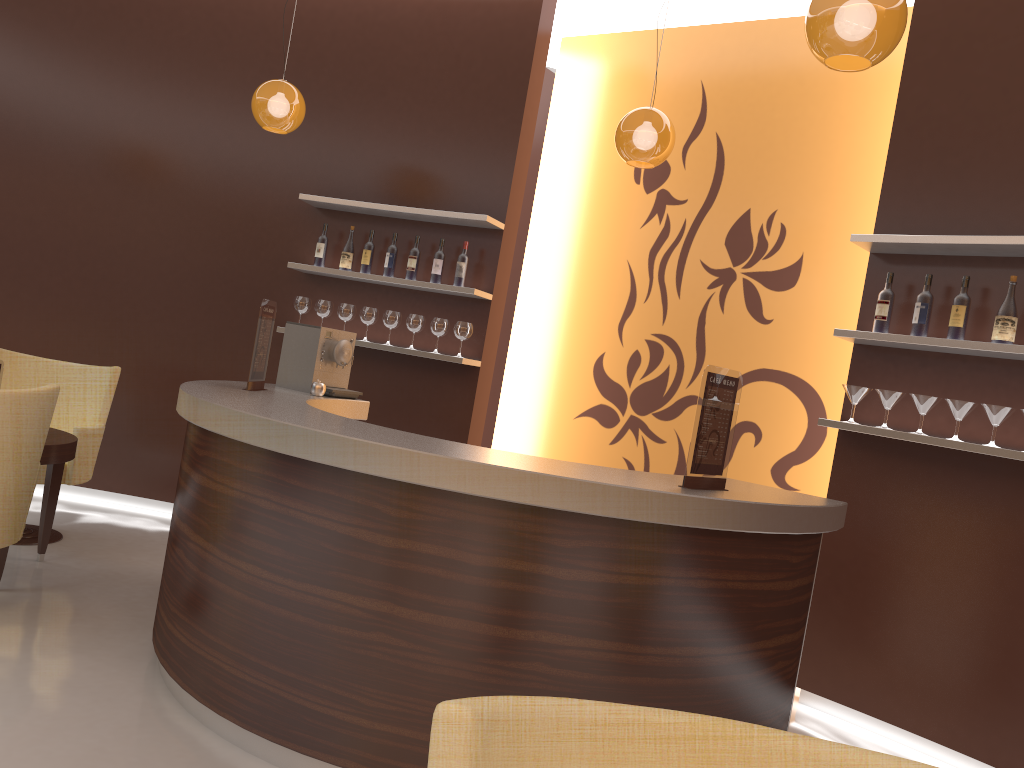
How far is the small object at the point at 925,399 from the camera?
3.9 meters

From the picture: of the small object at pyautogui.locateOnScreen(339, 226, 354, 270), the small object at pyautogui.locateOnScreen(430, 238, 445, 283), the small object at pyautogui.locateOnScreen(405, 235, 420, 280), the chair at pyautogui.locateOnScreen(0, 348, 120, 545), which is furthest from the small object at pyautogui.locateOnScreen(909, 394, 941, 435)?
the chair at pyautogui.locateOnScreen(0, 348, 120, 545)

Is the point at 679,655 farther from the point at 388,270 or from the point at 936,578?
the point at 388,270

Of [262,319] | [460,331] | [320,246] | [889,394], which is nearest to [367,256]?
[320,246]

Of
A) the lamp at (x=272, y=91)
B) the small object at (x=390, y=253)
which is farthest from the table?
the small object at (x=390, y=253)

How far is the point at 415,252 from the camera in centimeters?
558cm

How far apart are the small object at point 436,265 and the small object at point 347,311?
0.6 meters

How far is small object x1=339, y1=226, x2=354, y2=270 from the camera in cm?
572

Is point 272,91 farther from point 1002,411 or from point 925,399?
point 1002,411

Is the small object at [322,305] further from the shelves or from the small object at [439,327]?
the small object at [439,327]
